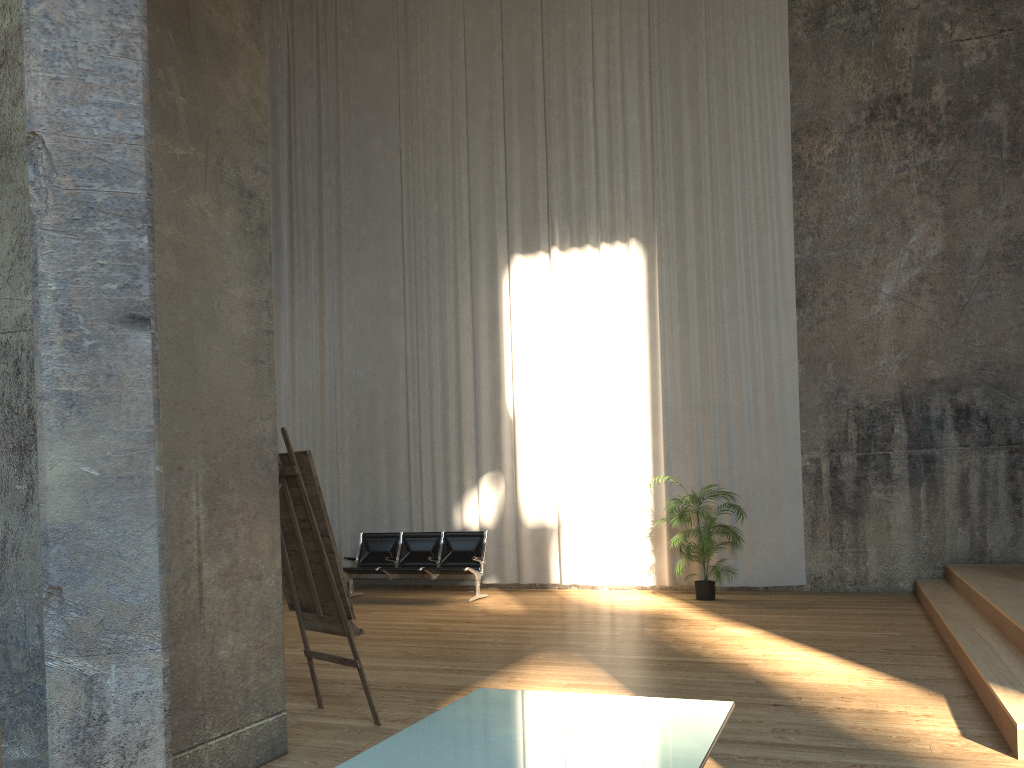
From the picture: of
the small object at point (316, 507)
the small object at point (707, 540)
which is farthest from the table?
the small object at point (707, 540)

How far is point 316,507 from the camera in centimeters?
468cm

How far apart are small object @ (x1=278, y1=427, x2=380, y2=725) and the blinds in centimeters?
638cm

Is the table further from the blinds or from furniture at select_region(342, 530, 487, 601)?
the blinds

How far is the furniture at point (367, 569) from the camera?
10.7m

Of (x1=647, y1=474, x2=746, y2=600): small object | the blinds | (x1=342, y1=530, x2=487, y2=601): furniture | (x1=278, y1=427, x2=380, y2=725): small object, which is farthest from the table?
the blinds

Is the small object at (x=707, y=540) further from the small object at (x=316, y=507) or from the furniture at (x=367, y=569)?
the small object at (x=316, y=507)

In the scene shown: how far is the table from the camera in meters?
2.3 m

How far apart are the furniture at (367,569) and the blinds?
0.7 meters

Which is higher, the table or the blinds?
the blinds
